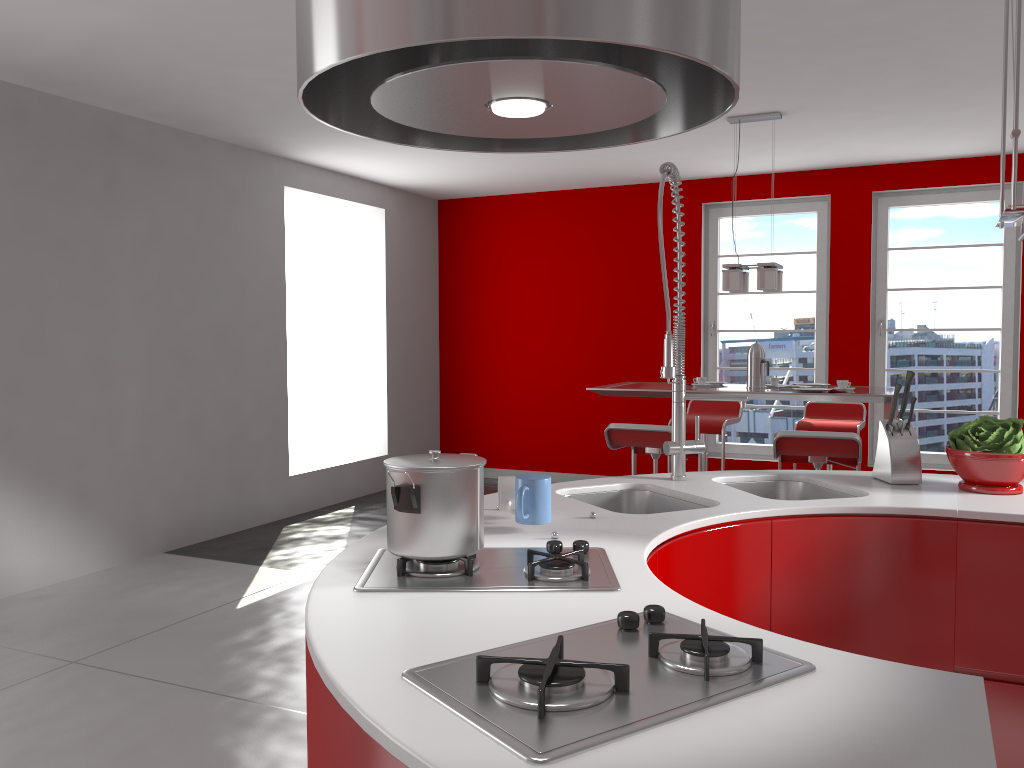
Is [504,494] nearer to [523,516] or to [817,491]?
[523,516]

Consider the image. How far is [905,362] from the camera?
6.81m

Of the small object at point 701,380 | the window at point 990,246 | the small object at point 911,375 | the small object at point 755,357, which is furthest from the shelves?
the window at point 990,246

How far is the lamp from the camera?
5.1m

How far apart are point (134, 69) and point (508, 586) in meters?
3.8

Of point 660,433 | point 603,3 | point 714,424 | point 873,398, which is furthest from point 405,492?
point 714,424

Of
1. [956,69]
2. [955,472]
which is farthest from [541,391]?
[956,69]

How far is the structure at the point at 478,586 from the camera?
1.51m

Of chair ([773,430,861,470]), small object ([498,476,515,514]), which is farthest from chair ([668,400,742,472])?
small object ([498,476,515,514])

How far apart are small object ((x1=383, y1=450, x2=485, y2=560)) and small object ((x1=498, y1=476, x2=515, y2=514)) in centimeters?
39cm
